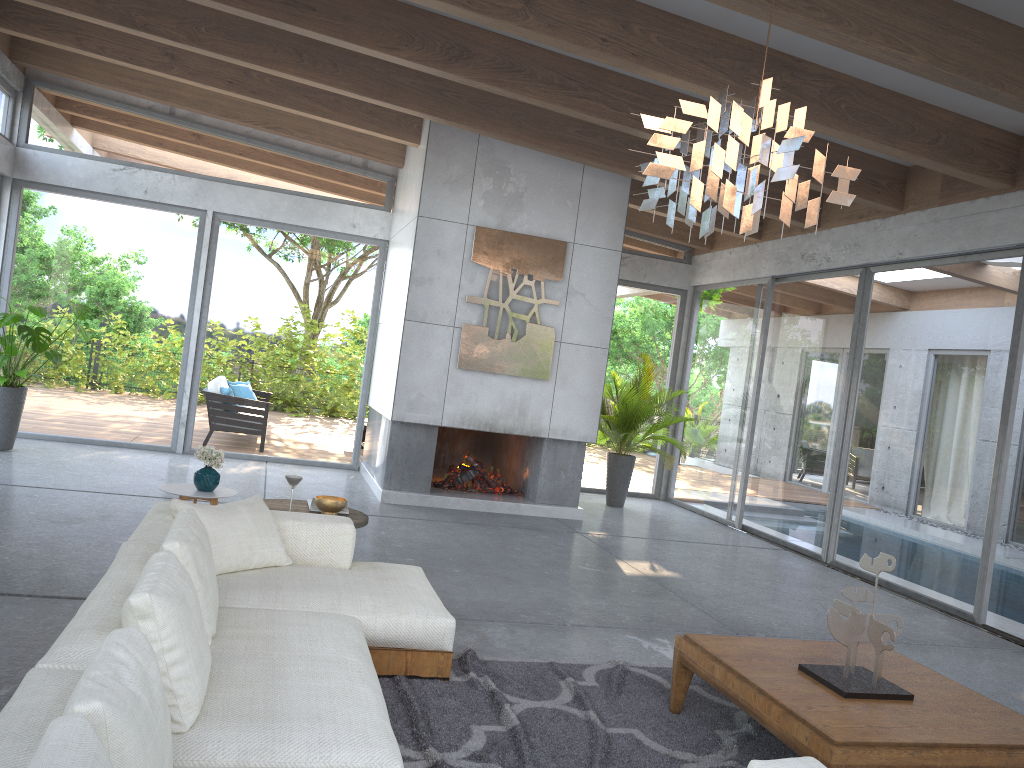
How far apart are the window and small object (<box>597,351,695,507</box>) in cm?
42

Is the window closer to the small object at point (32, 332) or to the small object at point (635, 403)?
the small object at point (32, 332)

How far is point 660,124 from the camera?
2.9m

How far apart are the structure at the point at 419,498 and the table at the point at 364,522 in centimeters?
305cm

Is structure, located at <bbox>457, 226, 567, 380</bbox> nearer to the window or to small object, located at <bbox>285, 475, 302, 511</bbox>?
the window

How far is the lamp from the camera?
2.88m

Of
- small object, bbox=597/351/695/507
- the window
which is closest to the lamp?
the window

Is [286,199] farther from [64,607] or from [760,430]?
[64,607]

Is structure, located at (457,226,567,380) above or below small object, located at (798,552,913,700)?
above

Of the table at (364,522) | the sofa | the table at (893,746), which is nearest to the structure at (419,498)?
the table at (364,522)
